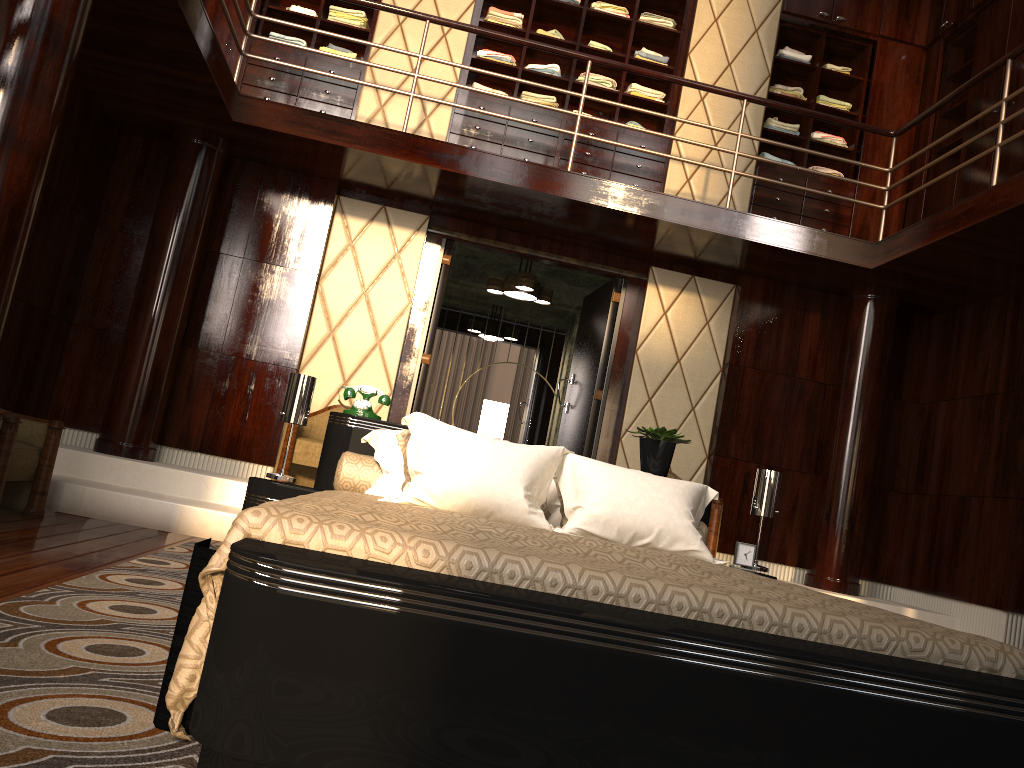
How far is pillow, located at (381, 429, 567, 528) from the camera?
3.0m

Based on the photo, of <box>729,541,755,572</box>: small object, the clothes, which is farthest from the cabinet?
<box>729,541,755,572</box>: small object

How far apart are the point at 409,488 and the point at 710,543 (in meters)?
3.05

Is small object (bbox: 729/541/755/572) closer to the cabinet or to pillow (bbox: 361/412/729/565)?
pillow (bbox: 361/412/729/565)

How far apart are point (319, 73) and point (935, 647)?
4.5m

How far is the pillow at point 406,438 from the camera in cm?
301

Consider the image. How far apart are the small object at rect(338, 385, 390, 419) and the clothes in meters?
3.3 m

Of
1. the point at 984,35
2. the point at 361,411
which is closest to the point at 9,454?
the point at 361,411

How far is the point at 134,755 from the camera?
1.3m

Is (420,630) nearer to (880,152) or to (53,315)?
(53,315)
